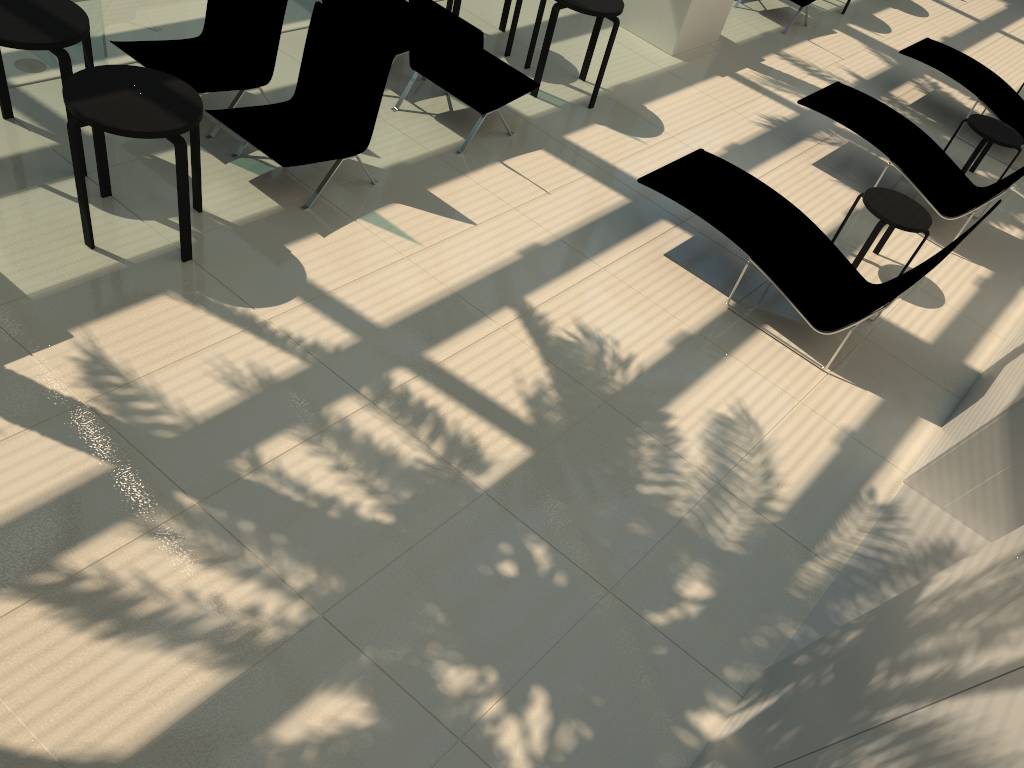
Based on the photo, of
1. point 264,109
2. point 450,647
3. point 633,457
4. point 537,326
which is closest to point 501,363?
point 537,326

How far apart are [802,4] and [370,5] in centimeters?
624cm

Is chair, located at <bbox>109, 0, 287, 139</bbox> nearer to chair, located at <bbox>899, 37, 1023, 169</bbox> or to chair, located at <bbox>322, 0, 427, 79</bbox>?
chair, located at <bbox>322, 0, 427, 79</bbox>

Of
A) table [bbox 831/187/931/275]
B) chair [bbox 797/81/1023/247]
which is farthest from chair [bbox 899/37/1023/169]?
table [bbox 831/187/931/275]

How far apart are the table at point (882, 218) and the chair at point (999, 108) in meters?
3.4 m

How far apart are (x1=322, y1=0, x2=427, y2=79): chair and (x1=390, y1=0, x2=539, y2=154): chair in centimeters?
27cm

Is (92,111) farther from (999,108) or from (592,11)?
(999,108)

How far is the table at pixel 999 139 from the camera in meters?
8.5 m

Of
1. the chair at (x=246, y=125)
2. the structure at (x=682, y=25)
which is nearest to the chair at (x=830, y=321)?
the chair at (x=246, y=125)

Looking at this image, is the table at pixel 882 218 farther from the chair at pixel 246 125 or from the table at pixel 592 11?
the chair at pixel 246 125
